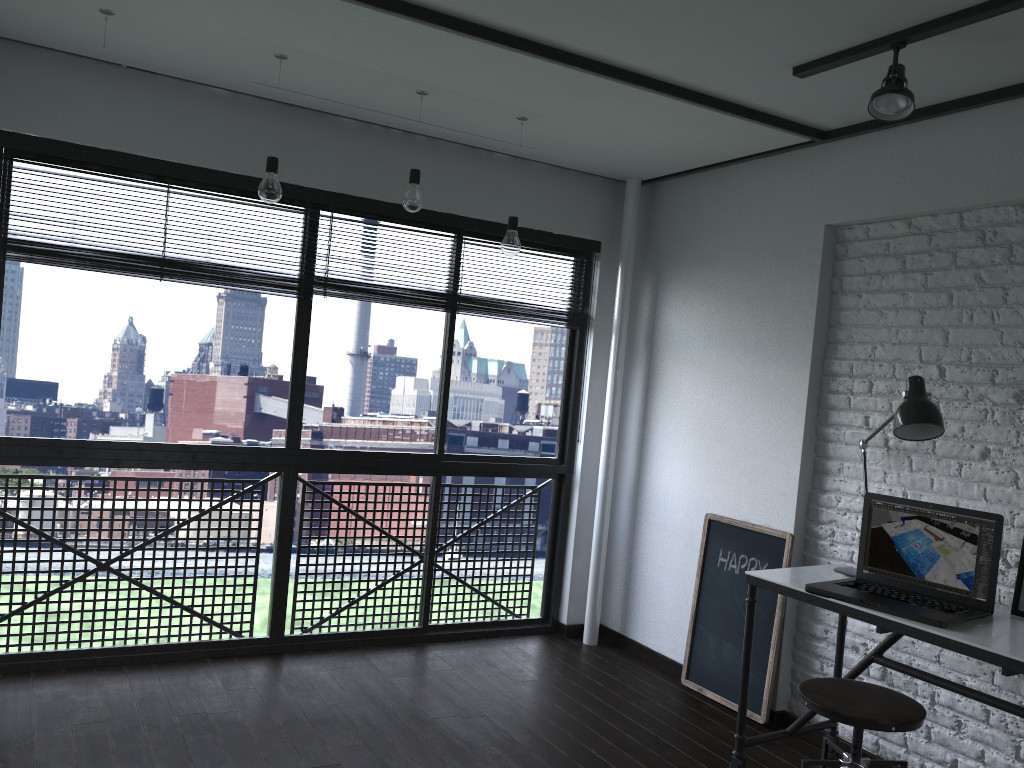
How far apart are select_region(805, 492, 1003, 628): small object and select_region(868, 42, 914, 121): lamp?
1.20m

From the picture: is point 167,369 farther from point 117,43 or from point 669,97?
point 669,97

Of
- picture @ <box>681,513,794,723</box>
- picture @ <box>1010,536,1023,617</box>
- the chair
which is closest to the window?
picture @ <box>681,513,794,723</box>

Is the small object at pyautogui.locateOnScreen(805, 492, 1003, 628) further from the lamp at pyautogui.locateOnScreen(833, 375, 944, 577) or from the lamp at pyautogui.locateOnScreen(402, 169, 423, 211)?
the lamp at pyautogui.locateOnScreen(402, 169, 423, 211)

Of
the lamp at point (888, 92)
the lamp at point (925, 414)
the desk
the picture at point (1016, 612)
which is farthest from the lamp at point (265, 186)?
the picture at point (1016, 612)

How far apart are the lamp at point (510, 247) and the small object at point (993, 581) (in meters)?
1.60

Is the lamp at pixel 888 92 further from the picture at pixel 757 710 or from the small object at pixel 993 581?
the picture at pixel 757 710

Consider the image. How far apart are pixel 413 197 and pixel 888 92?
1.66m

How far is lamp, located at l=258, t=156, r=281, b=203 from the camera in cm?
307

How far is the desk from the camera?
2.3m
